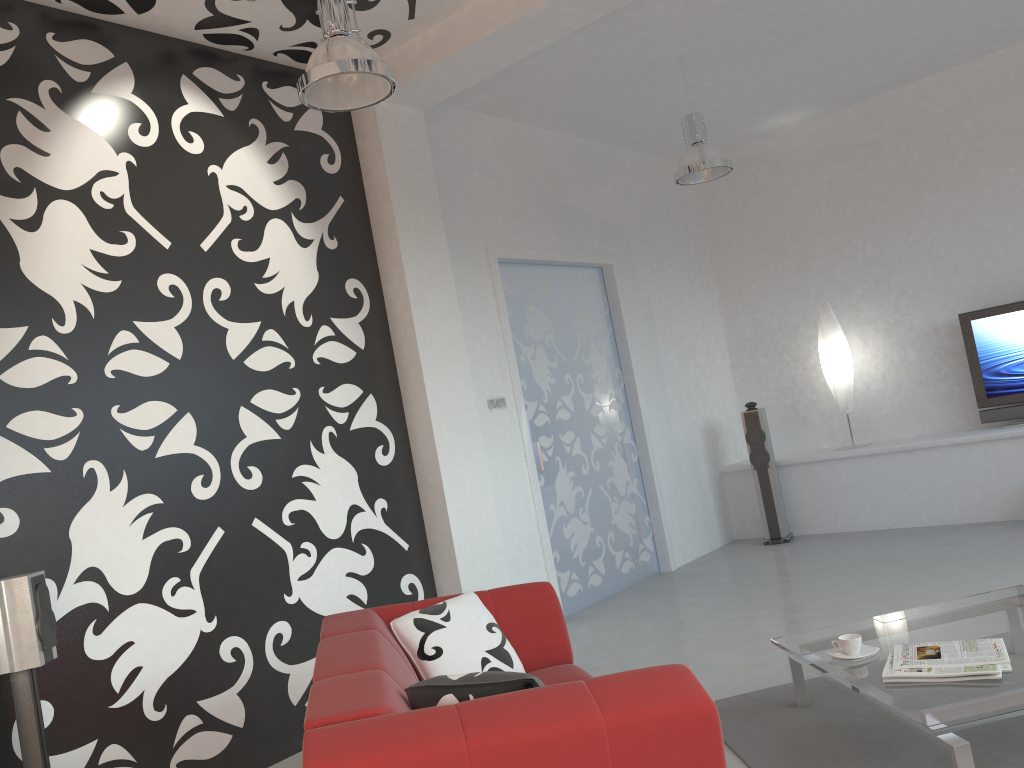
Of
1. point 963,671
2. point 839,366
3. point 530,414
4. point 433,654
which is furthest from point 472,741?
point 839,366

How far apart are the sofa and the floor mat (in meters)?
0.62

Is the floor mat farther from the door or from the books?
the door

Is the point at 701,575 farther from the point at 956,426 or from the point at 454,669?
the point at 454,669

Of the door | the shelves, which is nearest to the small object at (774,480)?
the shelves

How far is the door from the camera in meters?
6.1 m

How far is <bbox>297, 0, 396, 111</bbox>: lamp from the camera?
3.3m

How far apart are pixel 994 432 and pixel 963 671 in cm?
437

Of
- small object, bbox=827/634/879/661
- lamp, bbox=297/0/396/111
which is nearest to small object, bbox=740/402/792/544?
small object, bbox=827/634/879/661

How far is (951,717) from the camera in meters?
2.5 m
